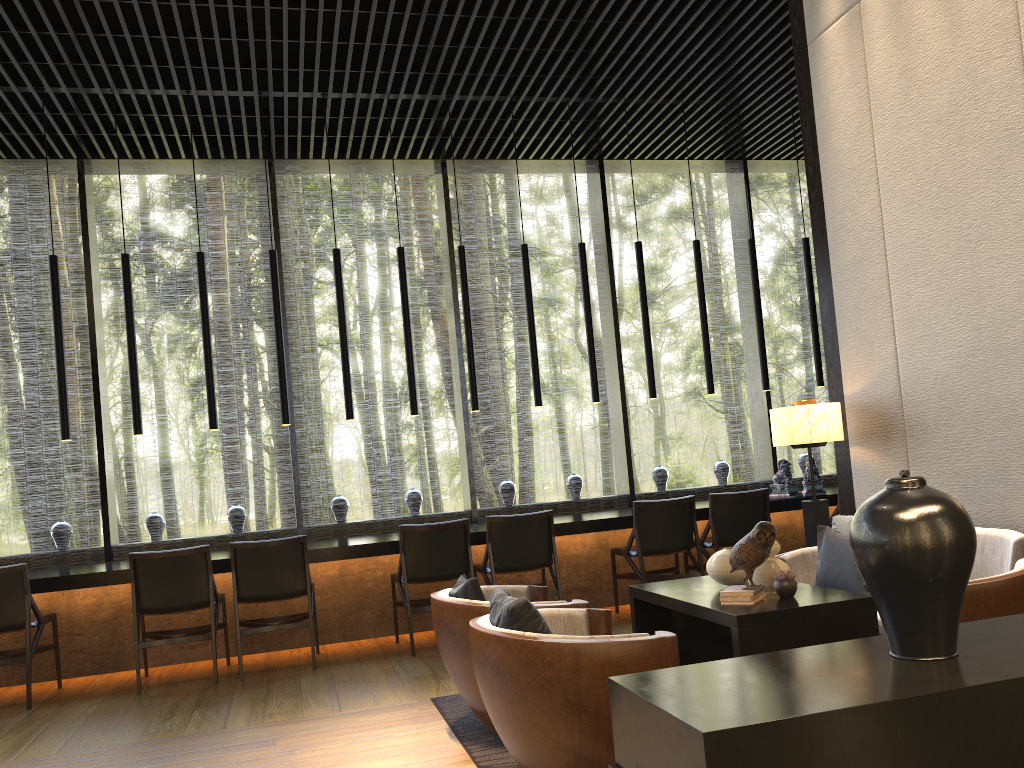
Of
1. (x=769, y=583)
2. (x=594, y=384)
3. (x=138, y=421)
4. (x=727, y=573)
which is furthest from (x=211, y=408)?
(x=769, y=583)

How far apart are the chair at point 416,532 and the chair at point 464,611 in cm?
154

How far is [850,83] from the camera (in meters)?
4.82

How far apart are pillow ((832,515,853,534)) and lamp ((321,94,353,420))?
3.47m

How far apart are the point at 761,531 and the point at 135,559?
3.7 meters

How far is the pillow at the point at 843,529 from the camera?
4.3m

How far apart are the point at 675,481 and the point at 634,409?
2.1 meters

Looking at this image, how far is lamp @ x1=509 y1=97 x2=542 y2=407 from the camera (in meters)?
6.79

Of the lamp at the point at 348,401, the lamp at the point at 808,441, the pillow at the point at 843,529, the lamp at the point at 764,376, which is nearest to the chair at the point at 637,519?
the lamp at the point at 808,441

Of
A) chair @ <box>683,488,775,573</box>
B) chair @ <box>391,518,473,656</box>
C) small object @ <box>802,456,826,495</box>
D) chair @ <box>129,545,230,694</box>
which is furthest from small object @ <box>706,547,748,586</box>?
small object @ <box>802,456,826,495</box>
